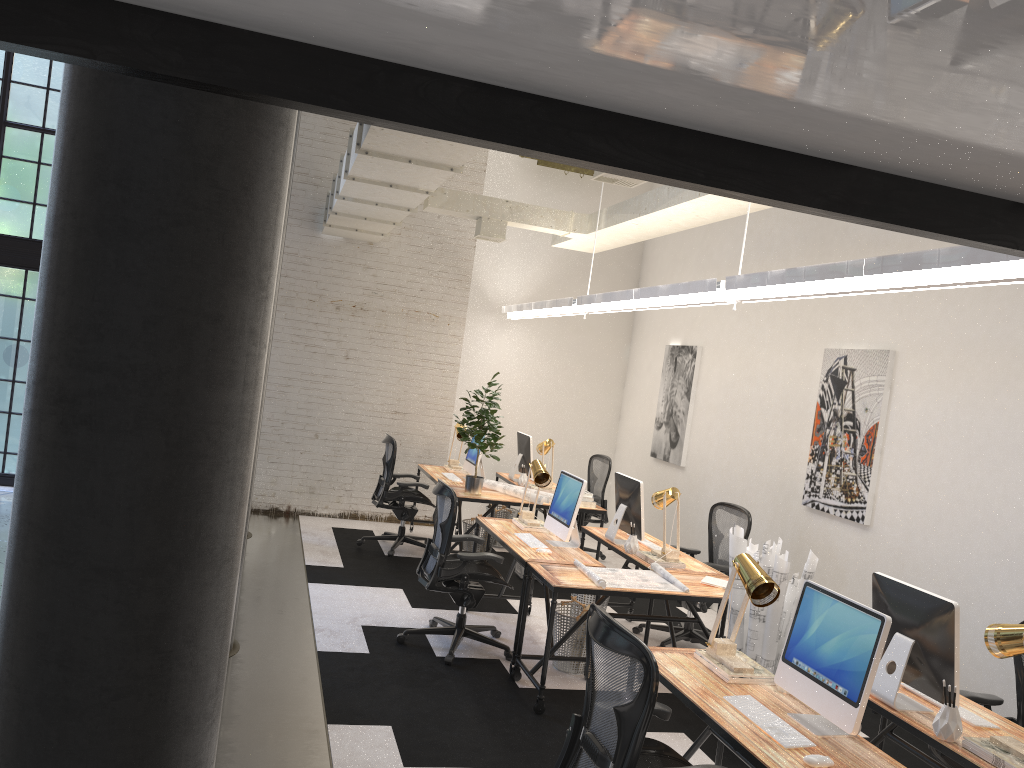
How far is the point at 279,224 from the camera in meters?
2.2 m

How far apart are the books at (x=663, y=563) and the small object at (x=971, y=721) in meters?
2.3

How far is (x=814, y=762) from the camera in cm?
283

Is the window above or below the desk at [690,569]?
above

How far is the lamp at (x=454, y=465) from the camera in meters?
9.1

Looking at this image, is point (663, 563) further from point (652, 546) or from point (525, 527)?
point (525, 527)

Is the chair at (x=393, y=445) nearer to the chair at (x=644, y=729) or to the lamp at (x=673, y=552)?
the lamp at (x=673, y=552)

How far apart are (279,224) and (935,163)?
1.5 meters

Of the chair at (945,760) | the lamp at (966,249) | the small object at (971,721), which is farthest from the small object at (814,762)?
the lamp at (966,249)

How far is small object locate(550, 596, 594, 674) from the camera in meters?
5.6 m
